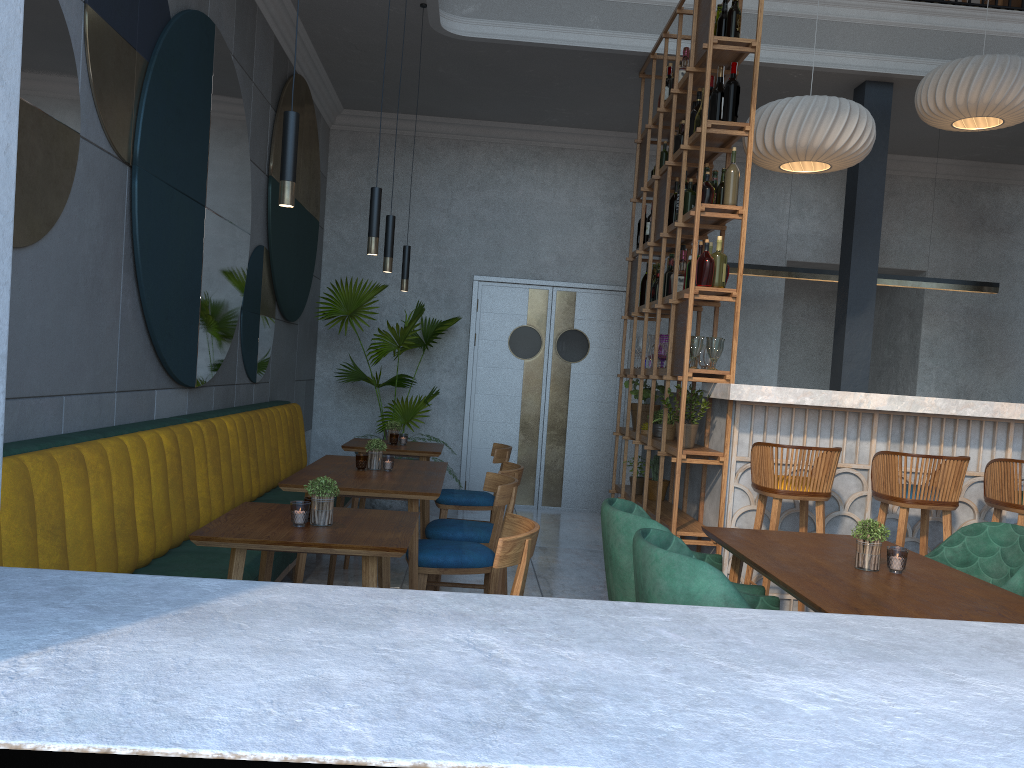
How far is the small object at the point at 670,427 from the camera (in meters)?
5.33

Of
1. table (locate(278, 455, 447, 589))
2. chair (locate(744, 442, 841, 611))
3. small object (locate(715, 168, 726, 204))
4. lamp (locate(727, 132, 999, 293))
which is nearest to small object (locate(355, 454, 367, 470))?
table (locate(278, 455, 447, 589))

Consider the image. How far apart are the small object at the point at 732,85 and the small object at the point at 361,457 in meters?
2.6 m

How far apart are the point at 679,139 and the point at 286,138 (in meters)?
3.35

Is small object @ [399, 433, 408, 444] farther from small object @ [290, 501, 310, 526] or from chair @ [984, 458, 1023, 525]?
chair @ [984, 458, 1023, 525]

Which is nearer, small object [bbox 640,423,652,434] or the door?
small object [bbox 640,423,652,434]

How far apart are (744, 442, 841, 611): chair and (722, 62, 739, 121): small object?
1.72m

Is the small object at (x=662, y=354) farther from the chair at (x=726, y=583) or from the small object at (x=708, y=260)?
the chair at (x=726, y=583)

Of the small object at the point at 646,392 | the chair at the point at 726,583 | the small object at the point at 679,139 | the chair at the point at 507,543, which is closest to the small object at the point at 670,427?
the small object at the point at 646,392

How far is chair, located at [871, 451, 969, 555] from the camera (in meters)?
4.06
